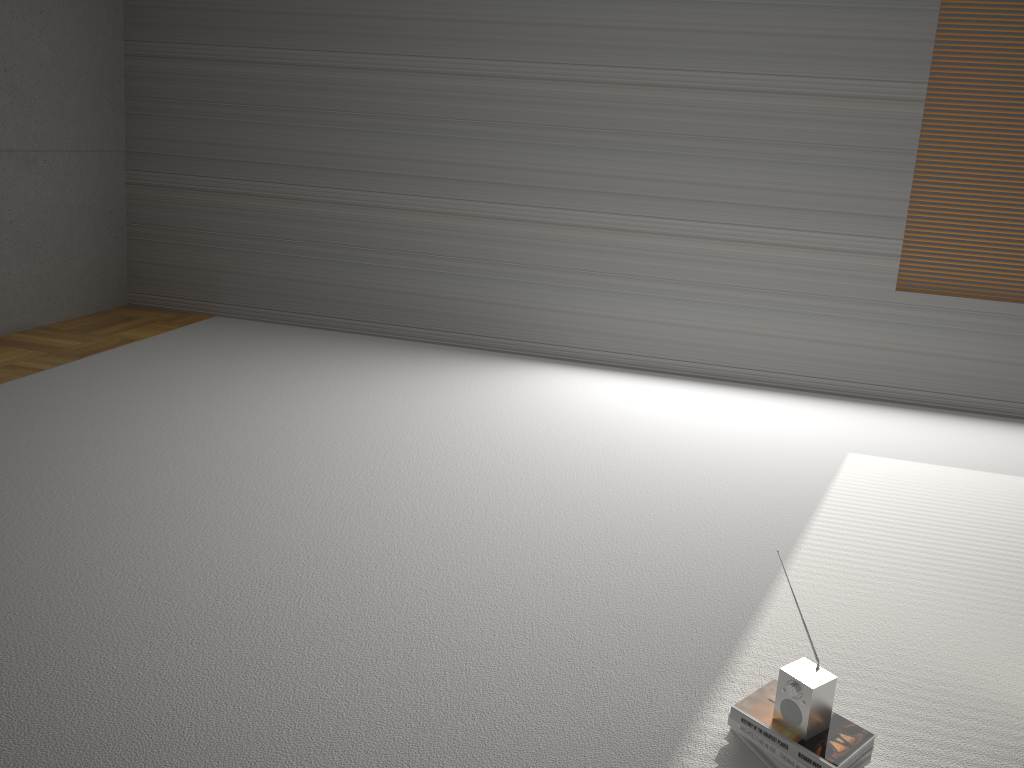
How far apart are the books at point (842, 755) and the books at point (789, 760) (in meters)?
0.01

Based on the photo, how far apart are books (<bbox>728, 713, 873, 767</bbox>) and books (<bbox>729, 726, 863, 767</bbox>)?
0.01m

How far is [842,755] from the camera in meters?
2.0 m

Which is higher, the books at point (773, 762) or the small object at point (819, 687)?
the small object at point (819, 687)

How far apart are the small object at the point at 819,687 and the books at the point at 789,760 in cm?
6

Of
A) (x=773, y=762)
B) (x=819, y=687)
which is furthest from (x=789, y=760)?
(x=819, y=687)

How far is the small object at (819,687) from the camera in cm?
201

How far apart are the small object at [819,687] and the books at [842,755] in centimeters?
1cm

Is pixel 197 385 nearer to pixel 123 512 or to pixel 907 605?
pixel 123 512
